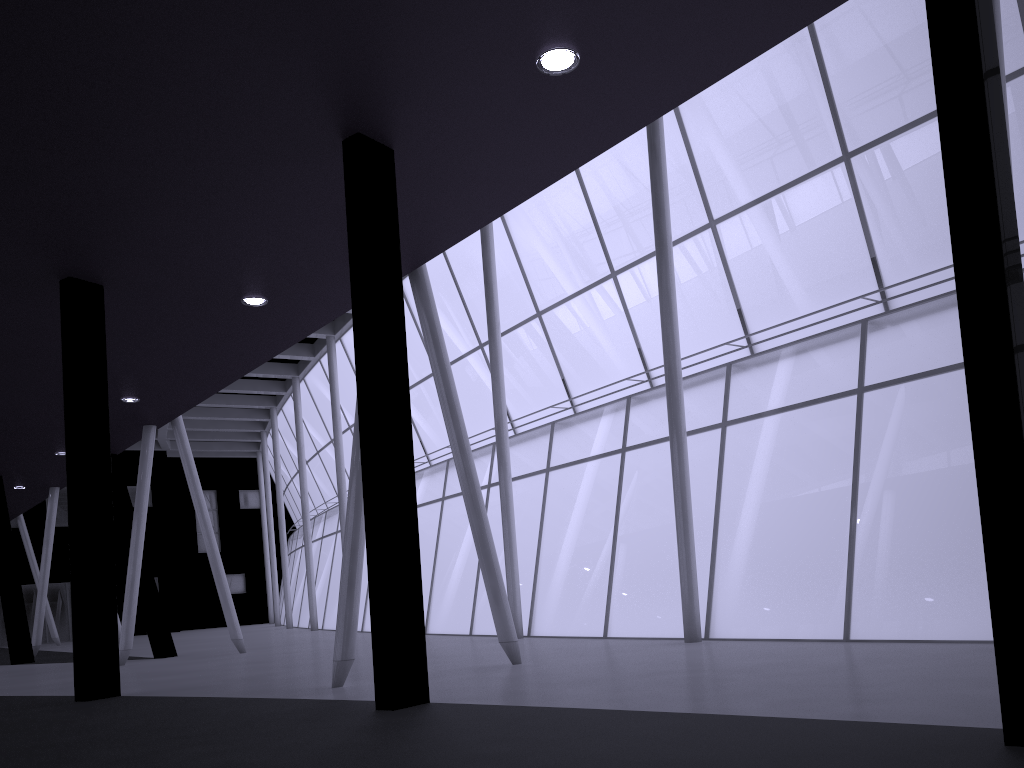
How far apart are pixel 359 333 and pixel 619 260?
21.81m
